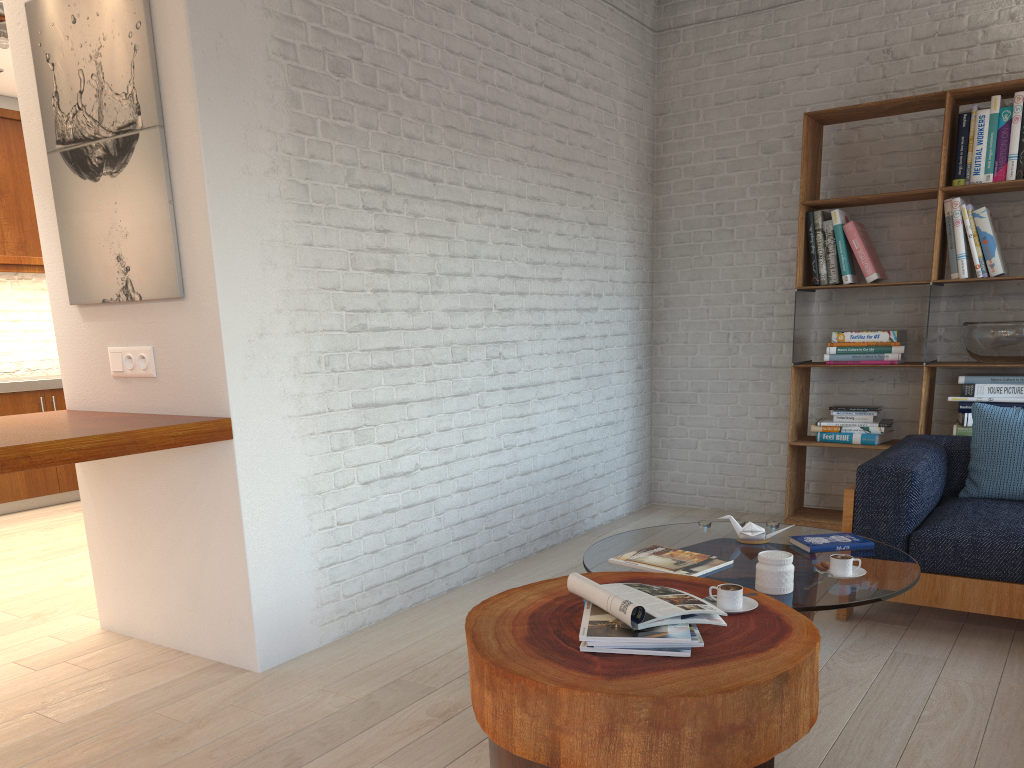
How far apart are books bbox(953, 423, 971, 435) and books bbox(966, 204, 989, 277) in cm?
76

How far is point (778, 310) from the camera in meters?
5.2 m

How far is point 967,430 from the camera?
4.40m

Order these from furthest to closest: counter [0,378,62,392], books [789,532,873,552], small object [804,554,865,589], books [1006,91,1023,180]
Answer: counter [0,378,62,392], books [1006,91,1023,180], books [789,532,873,552], small object [804,554,865,589]

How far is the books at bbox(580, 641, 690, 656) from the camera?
1.9m

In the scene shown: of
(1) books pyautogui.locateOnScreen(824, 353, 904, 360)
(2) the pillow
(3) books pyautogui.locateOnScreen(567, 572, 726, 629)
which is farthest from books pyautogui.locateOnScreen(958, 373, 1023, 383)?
(3) books pyautogui.locateOnScreen(567, 572, 726, 629)

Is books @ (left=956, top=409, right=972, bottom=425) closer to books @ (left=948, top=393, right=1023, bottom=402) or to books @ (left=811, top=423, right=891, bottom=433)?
books @ (left=948, top=393, right=1023, bottom=402)

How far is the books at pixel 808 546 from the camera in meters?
2.9 m

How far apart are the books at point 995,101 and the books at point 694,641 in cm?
342

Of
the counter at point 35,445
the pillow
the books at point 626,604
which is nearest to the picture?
the counter at point 35,445
